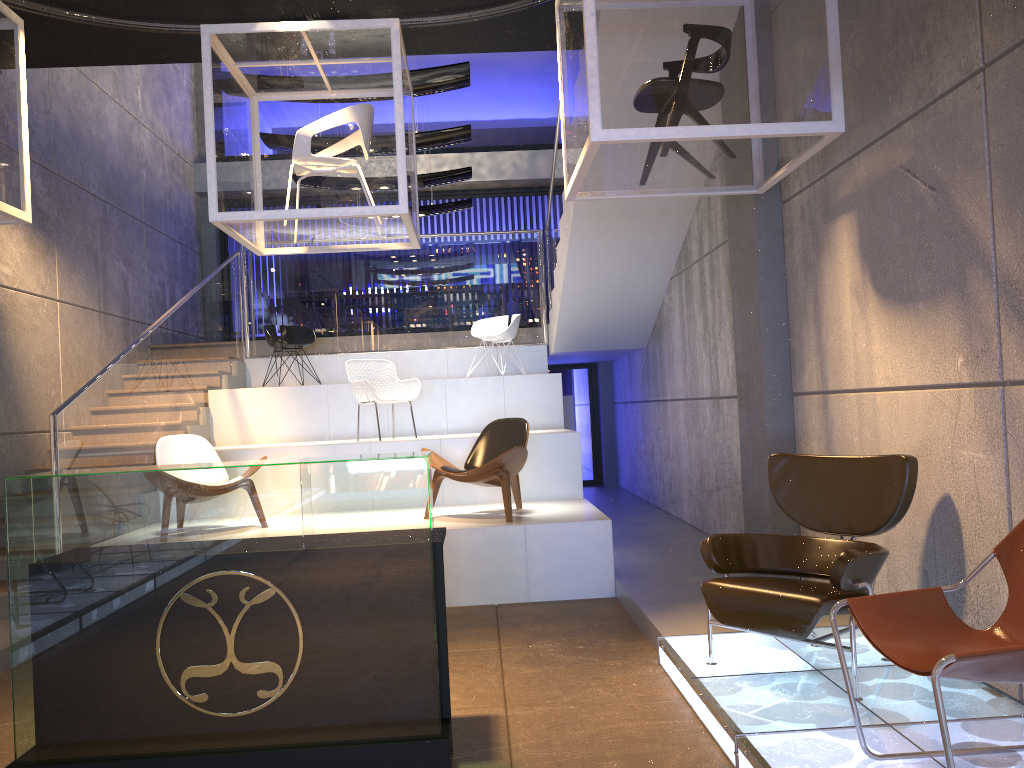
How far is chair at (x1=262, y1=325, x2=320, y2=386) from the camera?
9.9m

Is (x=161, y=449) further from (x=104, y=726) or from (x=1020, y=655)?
(x=1020, y=655)

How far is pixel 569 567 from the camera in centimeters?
626cm

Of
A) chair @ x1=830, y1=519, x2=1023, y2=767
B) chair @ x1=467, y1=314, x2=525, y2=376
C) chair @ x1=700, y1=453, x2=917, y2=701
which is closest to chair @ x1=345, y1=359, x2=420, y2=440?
chair @ x1=467, y1=314, x2=525, y2=376

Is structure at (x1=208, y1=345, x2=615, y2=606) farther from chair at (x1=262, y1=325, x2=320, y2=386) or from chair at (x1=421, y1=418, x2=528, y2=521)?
chair at (x1=262, y1=325, x2=320, y2=386)

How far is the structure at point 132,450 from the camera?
7.2 meters

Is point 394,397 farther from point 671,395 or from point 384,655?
point 384,655

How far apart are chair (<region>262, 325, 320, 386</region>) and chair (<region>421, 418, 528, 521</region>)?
3.6m

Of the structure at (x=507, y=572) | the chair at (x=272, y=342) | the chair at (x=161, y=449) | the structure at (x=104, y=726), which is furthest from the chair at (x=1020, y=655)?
the chair at (x=272, y=342)

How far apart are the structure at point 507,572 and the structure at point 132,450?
0.07m
